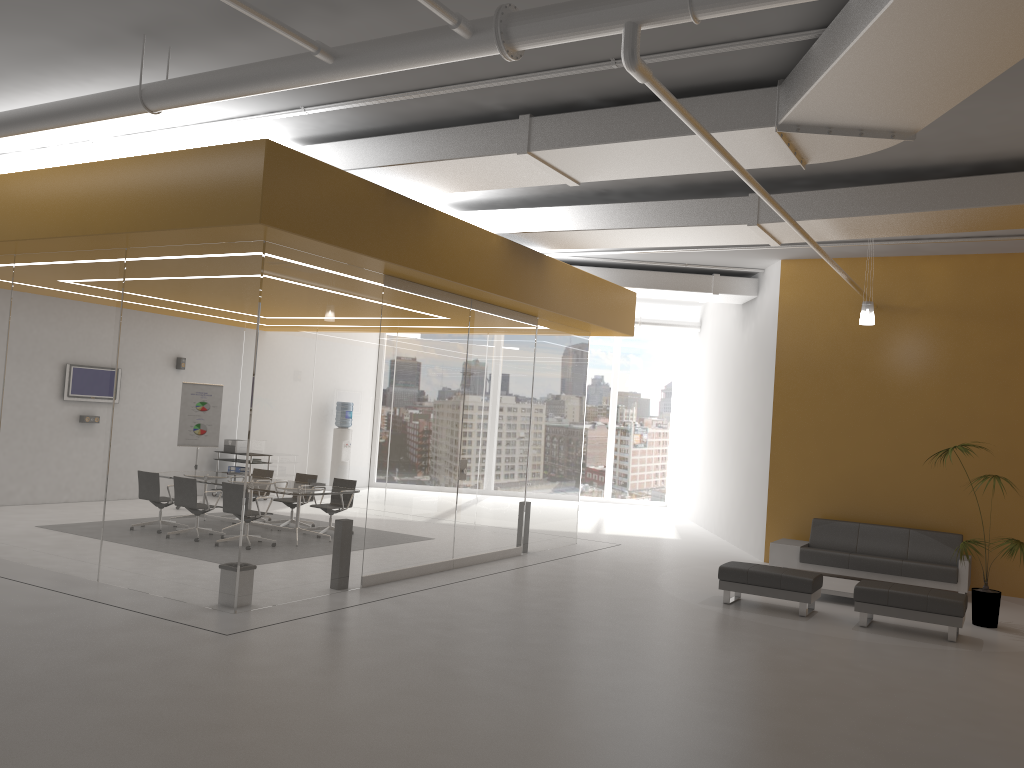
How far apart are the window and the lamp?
10.7 meters

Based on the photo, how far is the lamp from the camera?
10.54m

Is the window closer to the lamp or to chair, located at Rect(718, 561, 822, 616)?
the lamp

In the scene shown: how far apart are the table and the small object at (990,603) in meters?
1.3 m

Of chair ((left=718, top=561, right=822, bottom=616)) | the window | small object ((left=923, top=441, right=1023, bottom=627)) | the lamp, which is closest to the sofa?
small object ((left=923, top=441, right=1023, bottom=627))

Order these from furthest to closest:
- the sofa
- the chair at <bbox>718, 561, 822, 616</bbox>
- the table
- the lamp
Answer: the sofa, the lamp, the table, the chair at <bbox>718, 561, 822, 616</bbox>

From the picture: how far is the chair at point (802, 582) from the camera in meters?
9.3

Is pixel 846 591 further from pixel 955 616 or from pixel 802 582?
pixel 955 616

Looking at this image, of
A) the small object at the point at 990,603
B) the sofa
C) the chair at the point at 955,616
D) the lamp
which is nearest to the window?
the sofa

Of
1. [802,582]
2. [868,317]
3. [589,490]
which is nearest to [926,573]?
[802,582]
